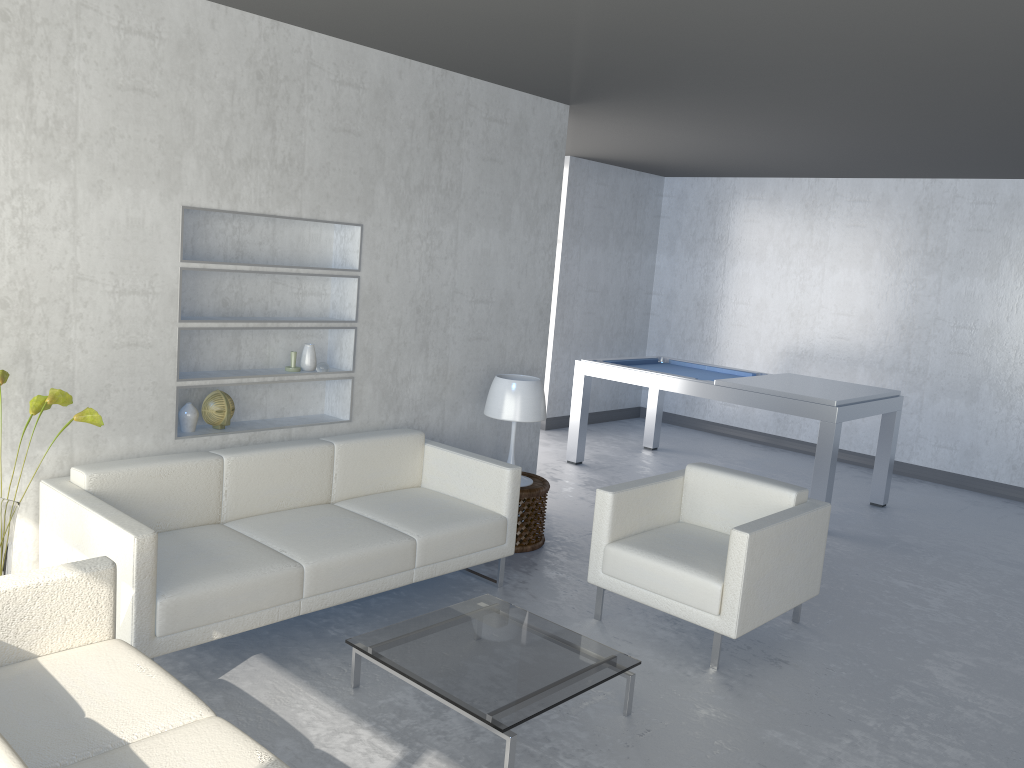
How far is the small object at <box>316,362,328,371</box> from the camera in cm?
434

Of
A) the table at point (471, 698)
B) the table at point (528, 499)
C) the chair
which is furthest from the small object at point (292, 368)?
the chair

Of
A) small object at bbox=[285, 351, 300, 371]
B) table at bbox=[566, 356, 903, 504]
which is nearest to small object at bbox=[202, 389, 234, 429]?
small object at bbox=[285, 351, 300, 371]

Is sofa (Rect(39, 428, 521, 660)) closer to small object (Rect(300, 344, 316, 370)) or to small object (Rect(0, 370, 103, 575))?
small object (Rect(0, 370, 103, 575))

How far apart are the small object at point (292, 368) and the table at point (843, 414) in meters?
3.0 m

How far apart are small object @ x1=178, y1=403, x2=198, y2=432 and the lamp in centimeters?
154cm

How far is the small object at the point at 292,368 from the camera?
→ 4.3 meters

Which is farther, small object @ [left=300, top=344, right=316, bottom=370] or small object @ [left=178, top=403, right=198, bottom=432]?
small object @ [left=300, top=344, right=316, bottom=370]

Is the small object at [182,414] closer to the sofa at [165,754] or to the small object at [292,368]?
the small object at [292,368]

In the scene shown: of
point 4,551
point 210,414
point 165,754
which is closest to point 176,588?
point 4,551
